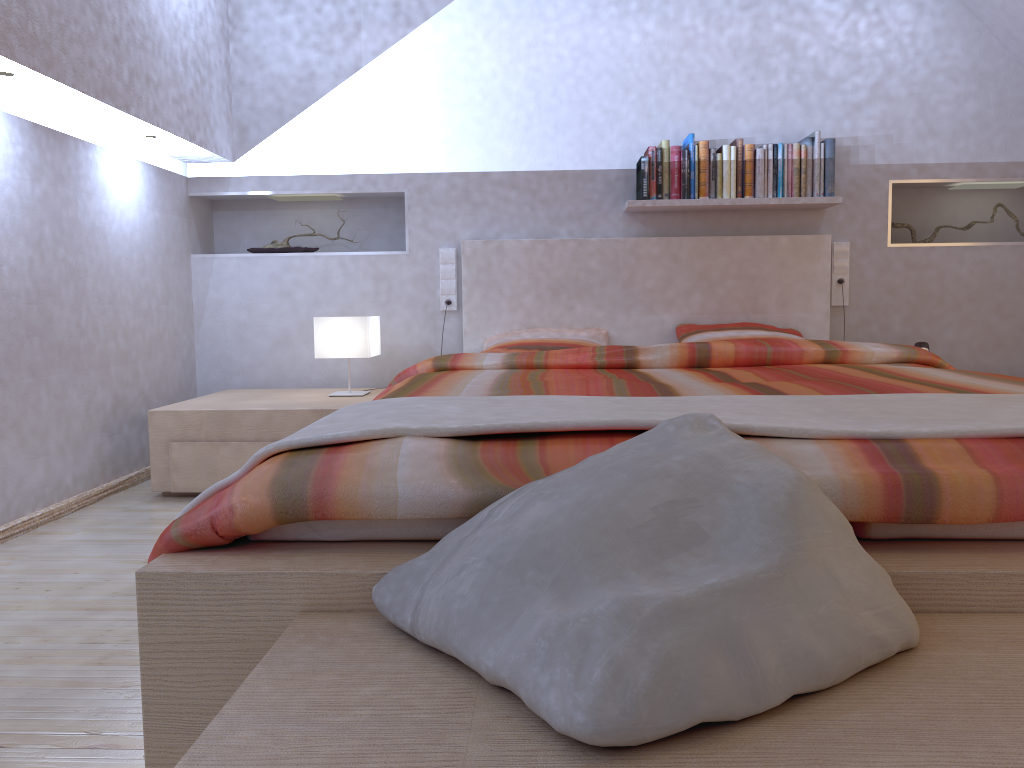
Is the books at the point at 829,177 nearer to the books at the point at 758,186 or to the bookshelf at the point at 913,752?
the books at the point at 758,186

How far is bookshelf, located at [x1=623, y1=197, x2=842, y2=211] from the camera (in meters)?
3.80

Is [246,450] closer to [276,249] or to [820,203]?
[276,249]

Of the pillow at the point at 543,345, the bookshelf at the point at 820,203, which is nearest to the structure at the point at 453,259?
the pillow at the point at 543,345

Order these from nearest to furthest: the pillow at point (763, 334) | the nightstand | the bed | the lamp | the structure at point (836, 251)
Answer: the bed
the nightstand
the lamp
the pillow at point (763, 334)
the structure at point (836, 251)

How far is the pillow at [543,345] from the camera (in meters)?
3.70

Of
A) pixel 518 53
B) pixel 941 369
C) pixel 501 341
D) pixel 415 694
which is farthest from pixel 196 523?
pixel 518 53

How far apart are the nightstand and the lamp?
0.1m

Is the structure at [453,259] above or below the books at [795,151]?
below

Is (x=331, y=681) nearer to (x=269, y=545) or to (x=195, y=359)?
(x=269, y=545)
